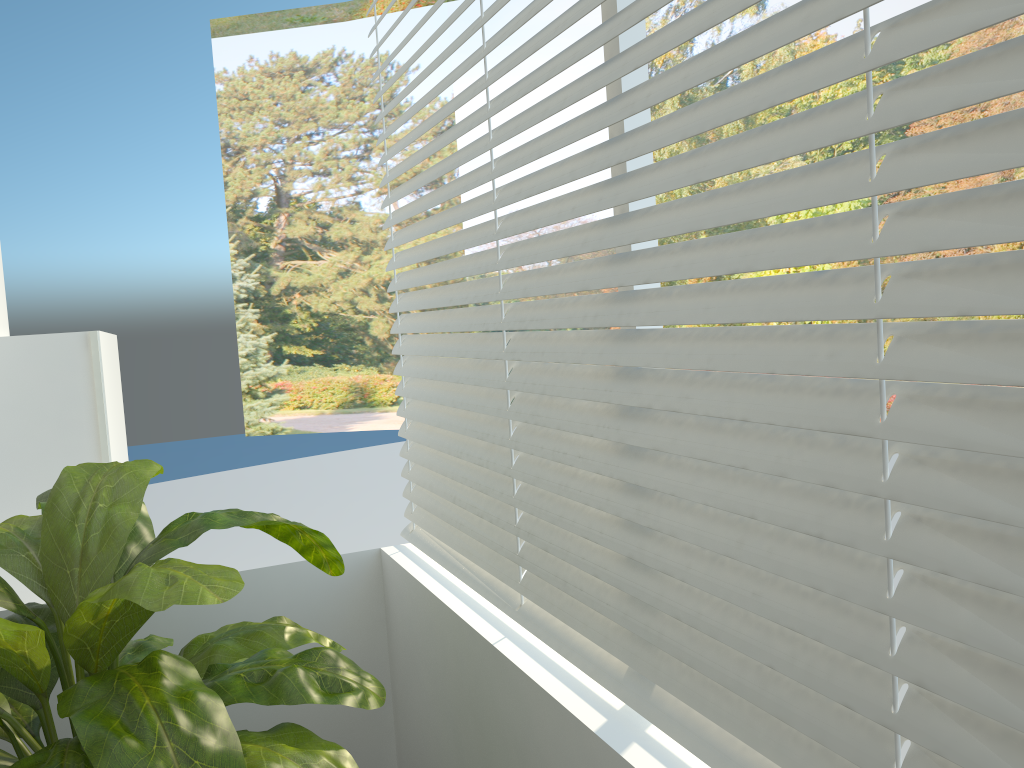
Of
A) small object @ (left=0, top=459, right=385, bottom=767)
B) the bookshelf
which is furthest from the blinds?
the bookshelf

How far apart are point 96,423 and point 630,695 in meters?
2.0 m

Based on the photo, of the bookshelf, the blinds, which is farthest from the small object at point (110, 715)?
the bookshelf

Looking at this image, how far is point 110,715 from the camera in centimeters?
128cm

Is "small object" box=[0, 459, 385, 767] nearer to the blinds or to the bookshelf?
the blinds

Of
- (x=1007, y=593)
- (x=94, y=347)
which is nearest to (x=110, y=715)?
(x=1007, y=593)

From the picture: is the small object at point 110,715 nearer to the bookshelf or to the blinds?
the blinds

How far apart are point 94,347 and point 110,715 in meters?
1.6 m

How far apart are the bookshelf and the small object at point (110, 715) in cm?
75

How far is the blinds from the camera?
0.8 meters
